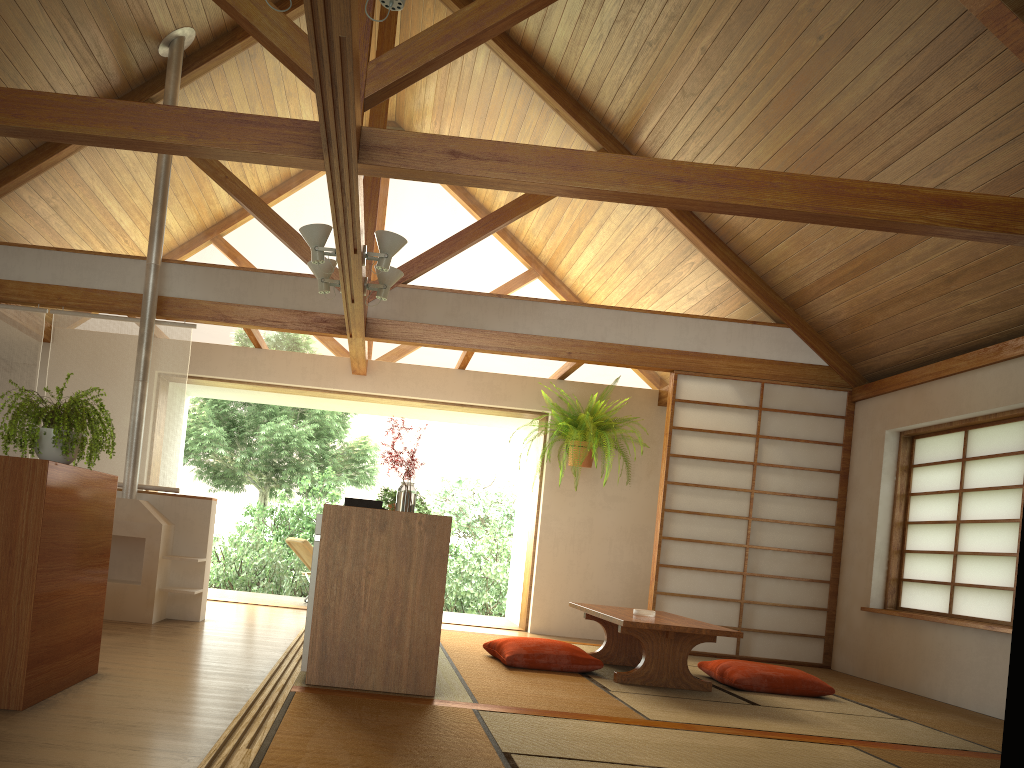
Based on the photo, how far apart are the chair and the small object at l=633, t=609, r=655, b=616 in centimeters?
382cm

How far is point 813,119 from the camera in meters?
5.0

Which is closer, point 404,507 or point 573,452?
point 404,507

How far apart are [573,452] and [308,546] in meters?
2.5 m

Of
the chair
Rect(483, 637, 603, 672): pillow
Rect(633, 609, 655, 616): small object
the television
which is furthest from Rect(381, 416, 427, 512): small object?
the chair

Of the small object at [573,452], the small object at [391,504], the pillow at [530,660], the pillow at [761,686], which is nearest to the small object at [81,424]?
the pillow at [530,660]

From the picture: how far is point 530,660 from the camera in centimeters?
471cm

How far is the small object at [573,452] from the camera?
7.3 meters

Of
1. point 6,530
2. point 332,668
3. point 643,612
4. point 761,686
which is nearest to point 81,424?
point 6,530

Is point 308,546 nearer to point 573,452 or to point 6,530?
point 573,452
